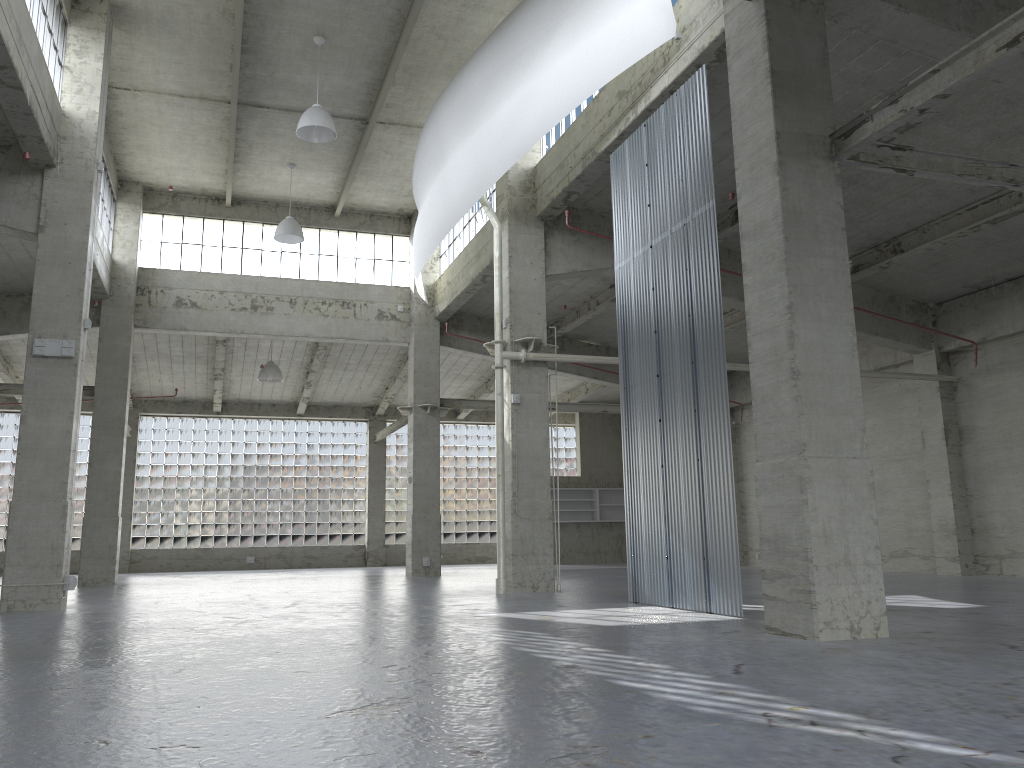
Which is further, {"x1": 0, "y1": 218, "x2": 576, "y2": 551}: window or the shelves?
the shelves

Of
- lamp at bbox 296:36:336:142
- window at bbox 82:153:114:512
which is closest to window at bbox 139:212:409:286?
window at bbox 82:153:114:512

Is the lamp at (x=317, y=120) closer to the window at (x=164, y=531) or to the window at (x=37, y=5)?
the window at (x=37, y=5)

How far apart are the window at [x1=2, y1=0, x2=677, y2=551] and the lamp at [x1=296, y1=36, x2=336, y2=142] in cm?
611

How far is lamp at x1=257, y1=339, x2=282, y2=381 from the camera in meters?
39.5

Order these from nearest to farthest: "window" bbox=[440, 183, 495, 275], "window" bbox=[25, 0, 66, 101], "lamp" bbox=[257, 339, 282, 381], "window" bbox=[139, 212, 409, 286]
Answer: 1. "window" bbox=[25, 0, 66, 101]
2. "window" bbox=[440, 183, 495, 275]
3. "window" bbox=[139, 212, 409, 286]
4. "lamp" bbox=[257, 339, 282, 381]

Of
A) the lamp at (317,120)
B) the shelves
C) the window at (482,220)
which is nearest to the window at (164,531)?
the shelves

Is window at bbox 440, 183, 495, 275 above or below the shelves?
above

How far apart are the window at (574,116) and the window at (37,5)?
12.8 meters

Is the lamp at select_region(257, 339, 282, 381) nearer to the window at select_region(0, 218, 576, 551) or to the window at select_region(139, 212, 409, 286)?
the window at select_region(139, 212, 409, 286)
